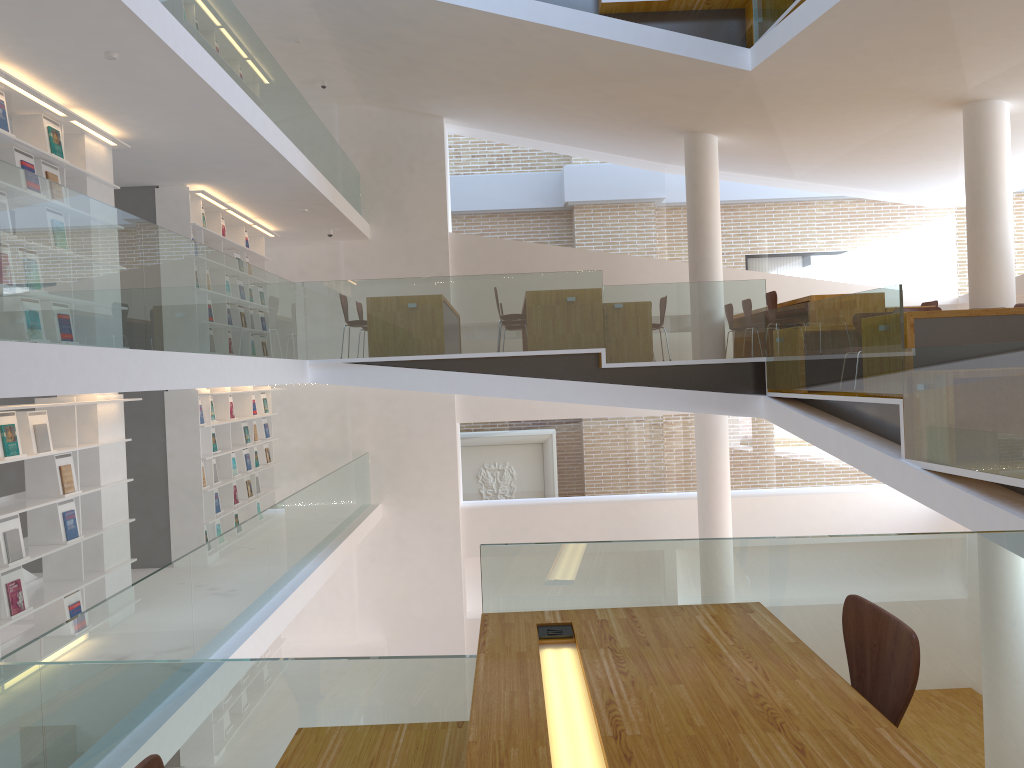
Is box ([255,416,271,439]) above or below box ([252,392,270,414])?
below

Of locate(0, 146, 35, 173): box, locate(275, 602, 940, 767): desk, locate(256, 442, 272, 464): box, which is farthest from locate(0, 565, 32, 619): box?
locate(256, 442, 272, 464): box

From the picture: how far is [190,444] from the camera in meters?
9.0

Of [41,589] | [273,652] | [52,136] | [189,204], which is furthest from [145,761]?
[273,652]

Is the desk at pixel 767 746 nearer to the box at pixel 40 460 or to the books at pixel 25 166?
the box at pixel 40 460

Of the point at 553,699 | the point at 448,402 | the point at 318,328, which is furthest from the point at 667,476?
the point at 553,699

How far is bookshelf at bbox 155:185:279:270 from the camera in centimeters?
899cm

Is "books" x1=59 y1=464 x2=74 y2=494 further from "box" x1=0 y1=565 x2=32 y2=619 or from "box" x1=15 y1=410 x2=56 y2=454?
"box" x1=0 y1=565 x2=32 y2=619

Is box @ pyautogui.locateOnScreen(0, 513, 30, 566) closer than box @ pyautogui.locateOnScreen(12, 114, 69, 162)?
Yes

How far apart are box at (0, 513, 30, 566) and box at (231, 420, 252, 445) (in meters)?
4.99
